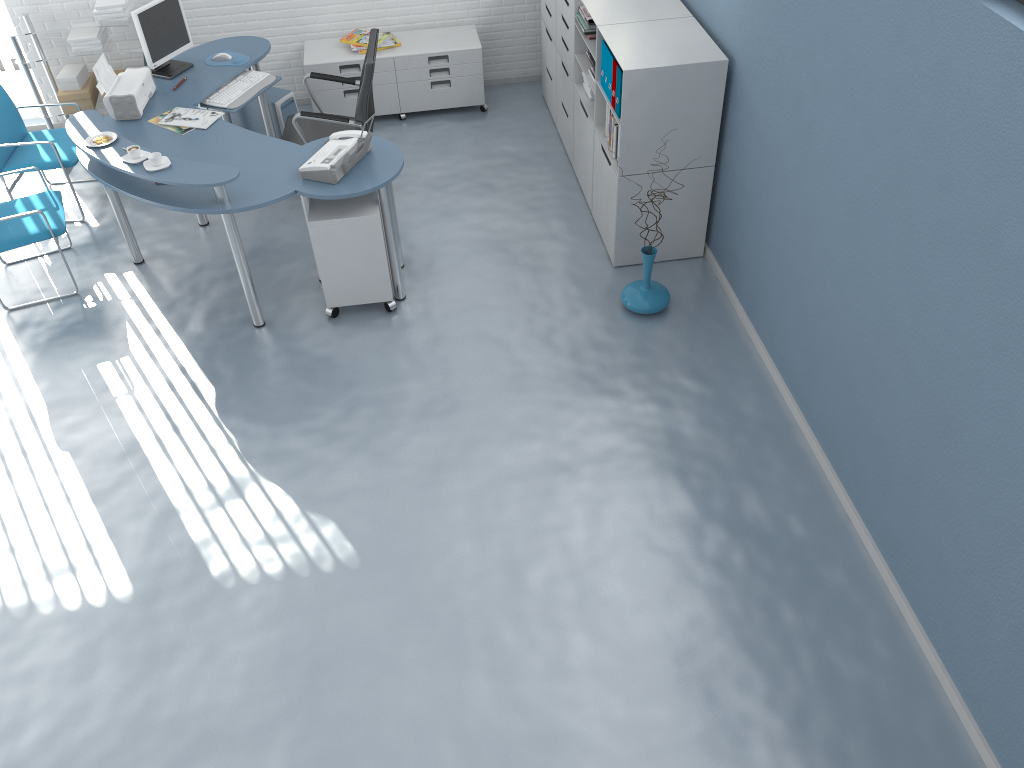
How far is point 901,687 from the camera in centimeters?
311cm

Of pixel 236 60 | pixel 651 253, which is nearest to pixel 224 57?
pixel 236 60

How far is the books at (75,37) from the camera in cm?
583

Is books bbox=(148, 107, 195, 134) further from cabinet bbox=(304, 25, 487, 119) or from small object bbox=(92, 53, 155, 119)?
cabinet bbox=(304, 25, 487, 119)

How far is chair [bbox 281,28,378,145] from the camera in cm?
500

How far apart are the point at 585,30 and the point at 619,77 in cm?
78

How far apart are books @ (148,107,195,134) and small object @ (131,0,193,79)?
0.5 meters

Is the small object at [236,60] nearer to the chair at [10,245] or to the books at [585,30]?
the chair at [10,245]

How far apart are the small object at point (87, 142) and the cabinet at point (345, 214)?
1.0m

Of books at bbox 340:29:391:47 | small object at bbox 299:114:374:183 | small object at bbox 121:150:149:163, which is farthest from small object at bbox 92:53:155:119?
books at bbox 340:29:391:47
